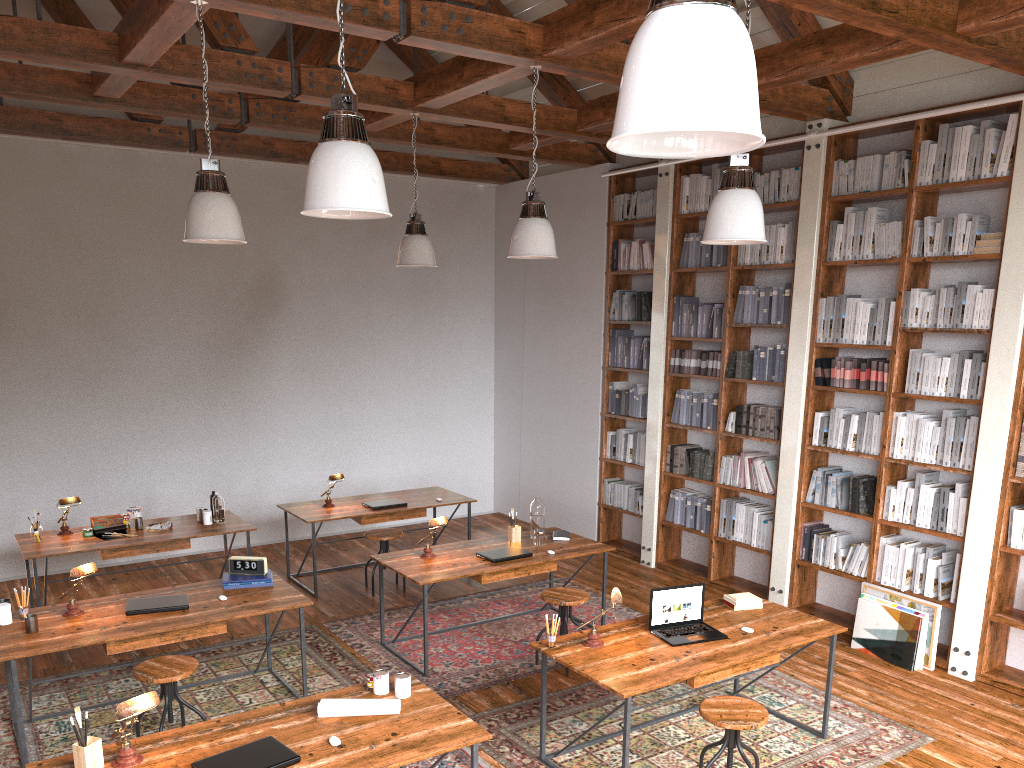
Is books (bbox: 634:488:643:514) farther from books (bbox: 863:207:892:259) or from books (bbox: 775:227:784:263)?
books (bbox: 863:207:892:259)

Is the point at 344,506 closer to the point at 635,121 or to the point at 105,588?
the point at 105,588

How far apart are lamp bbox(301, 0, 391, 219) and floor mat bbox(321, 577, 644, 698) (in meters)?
3.14

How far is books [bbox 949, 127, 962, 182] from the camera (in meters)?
5.52

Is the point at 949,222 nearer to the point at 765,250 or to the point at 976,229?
the point at 976,229

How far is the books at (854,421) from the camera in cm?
619

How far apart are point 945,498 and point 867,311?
1.3m

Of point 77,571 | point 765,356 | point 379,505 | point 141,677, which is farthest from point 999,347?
point 77,571

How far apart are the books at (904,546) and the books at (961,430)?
0.7 meters

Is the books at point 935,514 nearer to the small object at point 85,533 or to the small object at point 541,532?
the small object at point 541,532
